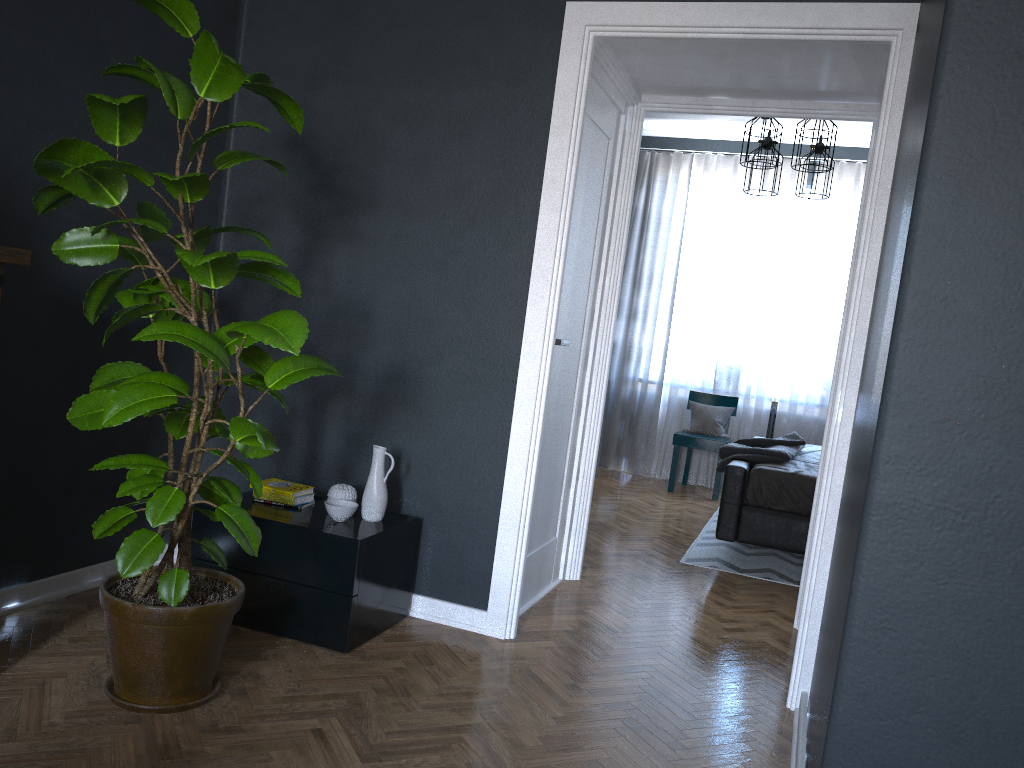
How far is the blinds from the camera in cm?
716

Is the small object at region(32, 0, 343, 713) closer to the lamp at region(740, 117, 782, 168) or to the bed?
the bed

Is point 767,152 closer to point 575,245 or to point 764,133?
point 764,133

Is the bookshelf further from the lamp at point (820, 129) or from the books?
the lamp at point (820, 129)

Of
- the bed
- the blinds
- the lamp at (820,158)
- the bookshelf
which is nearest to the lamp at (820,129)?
the lamp at (820,158)

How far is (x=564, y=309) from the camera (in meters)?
3.57

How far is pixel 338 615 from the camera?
2.89m

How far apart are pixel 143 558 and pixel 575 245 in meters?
2.1 m

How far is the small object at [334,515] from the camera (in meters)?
3.04

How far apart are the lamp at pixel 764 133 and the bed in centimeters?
176cm
